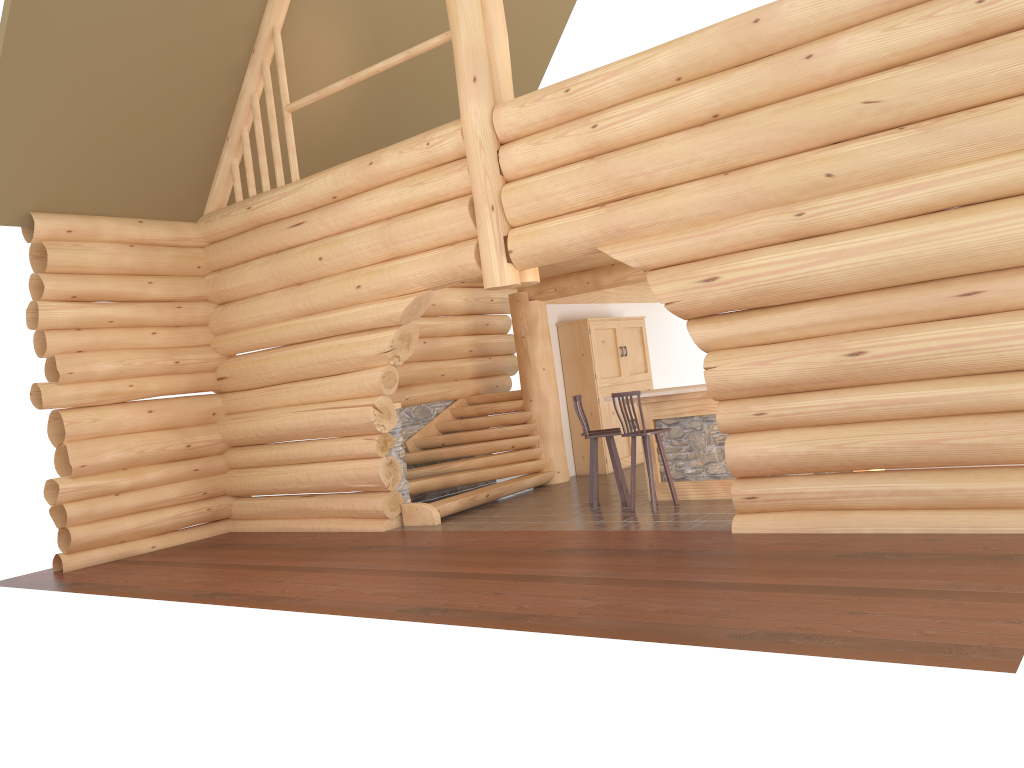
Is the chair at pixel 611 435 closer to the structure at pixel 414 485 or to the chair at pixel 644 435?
the chair at pixel 644 435

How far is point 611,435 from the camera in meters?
10.1 m

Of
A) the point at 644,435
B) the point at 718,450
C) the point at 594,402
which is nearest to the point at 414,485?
the point at 644,435

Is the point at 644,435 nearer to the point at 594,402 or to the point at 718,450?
the point at 718,450

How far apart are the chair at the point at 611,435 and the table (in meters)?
0.48

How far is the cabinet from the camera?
13.7m

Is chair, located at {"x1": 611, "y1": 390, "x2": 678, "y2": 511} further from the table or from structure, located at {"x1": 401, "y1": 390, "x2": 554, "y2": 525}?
structure, located at {"x1": 401, "y1": 390, "x2": 554, "y2": 525}

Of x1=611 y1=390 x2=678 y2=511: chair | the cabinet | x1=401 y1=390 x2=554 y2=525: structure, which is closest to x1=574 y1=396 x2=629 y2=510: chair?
x1=611 y1=390 x2=678 y2=511: chair

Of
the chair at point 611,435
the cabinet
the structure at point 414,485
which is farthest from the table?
the cabinet

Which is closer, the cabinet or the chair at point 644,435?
the chair at point 644,435
